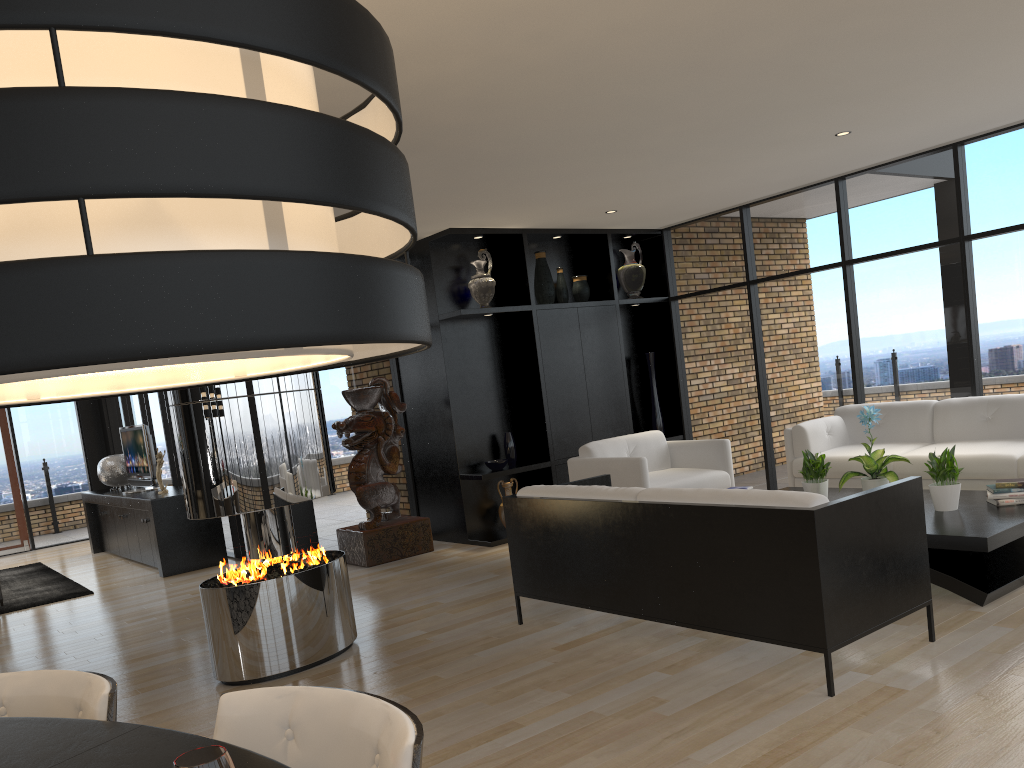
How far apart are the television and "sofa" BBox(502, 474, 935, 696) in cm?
556

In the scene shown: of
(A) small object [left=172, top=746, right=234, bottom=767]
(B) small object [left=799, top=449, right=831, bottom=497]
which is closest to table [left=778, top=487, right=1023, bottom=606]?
(B) small object [left=799, top=449, right=831, bottom=497]

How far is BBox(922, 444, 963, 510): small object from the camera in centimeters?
495cm

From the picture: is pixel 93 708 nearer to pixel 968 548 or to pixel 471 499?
pixel 968 548

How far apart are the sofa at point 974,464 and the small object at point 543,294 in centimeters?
244cm

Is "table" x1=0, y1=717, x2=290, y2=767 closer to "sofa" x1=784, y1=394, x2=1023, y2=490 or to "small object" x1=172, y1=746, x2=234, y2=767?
"small object" x1=172, y1=746, x2=234, y2=767

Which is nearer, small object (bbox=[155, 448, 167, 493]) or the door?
small object (bbox=[155, 448, 167, 493])

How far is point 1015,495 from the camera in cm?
492

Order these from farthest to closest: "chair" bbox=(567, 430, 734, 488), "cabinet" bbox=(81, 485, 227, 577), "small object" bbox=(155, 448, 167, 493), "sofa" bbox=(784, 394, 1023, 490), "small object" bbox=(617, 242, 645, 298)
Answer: "small object" bbox=(617, 242, 645, 298)
"small object" bbox=(155, 448, 167, 493)
"cabinet" bbox=(81, 485, 227, 577)
"chair" bbox=(567, 430, 734, 488)
"sofa" bbox=(784, 394, 1023, 490)

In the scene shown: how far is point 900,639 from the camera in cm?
396
